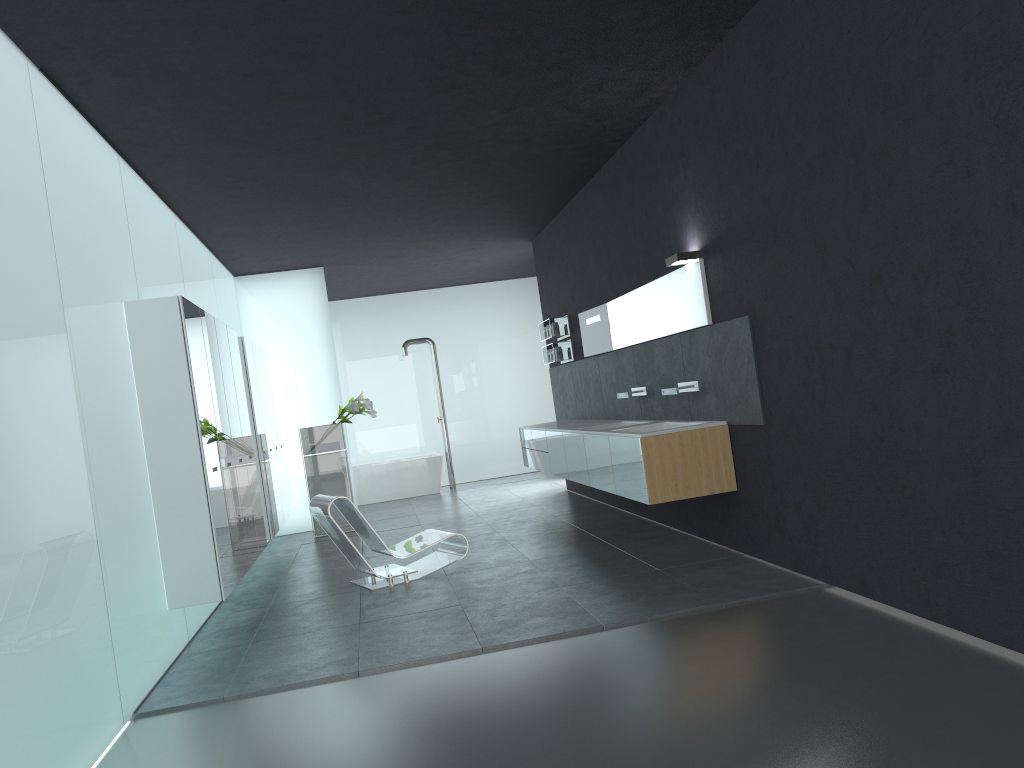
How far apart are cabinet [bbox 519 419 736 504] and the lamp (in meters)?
1.35

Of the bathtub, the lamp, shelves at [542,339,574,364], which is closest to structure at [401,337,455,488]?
the bathtub

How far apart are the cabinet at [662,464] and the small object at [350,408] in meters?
2.1 m

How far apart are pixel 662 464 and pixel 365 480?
9.4m

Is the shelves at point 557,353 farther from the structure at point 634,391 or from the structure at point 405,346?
the structure at point 405,346

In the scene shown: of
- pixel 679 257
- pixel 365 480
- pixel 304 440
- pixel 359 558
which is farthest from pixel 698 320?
pixel 365 480

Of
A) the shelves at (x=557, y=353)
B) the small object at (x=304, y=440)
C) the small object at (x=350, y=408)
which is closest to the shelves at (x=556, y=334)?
the shelves at (x=557, y=353)

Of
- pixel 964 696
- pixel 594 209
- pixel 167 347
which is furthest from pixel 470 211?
pixel 964 696

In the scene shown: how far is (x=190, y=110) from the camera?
6.2m

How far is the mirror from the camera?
7.28m
